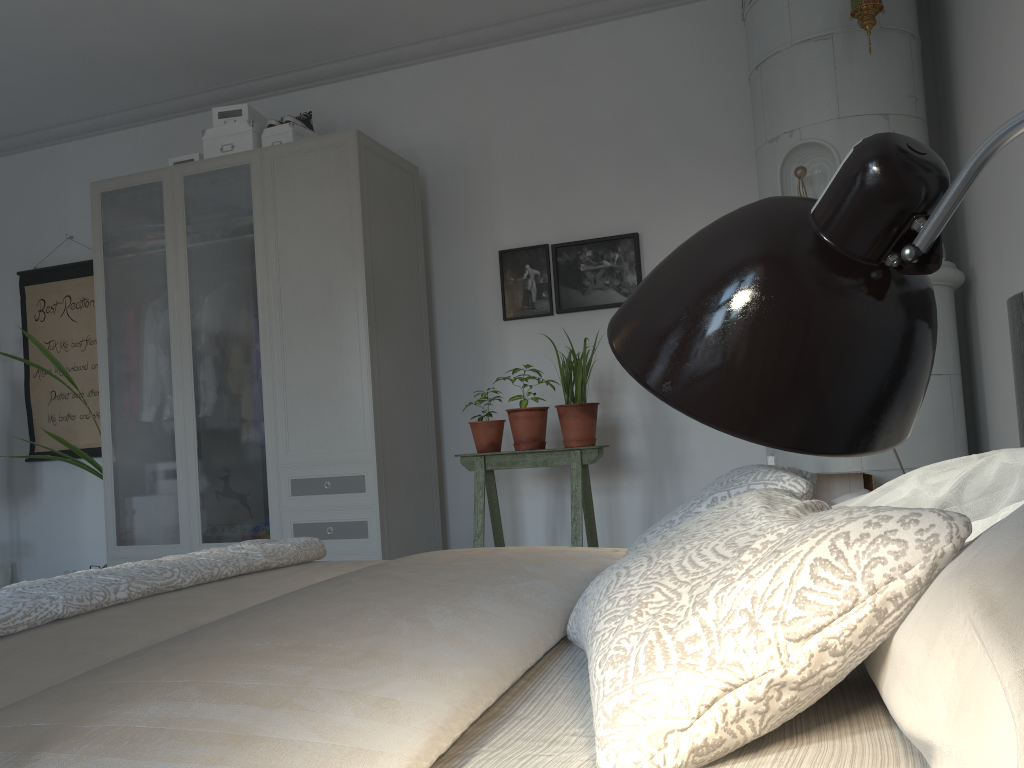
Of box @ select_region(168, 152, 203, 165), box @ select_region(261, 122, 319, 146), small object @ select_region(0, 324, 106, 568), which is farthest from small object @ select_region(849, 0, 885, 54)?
small object @ select_region(0, 324, 106, 568)

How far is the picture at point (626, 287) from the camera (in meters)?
4.10

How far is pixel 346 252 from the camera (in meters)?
3.76

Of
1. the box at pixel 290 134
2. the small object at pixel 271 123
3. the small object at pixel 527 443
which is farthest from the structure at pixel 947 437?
the small object at pixel 271 123

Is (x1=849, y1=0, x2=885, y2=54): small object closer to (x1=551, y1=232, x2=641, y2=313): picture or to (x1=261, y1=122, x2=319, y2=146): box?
(x1=551, y1=232, x2=641, y2=313): picture

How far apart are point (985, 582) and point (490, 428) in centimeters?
314cm

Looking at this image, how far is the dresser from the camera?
3.7m

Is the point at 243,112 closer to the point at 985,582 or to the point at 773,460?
the point at 773,460

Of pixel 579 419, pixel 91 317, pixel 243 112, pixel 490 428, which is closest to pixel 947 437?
pixel 579 419

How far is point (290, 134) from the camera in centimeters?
406cm
